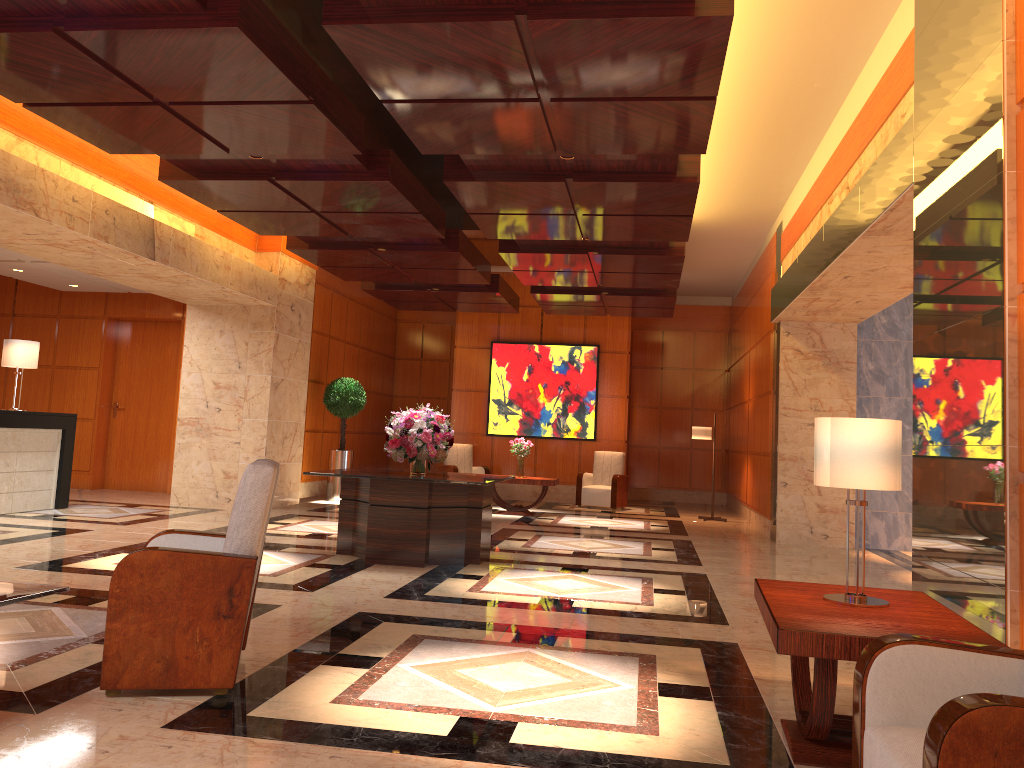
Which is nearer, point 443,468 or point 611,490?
point 611,490

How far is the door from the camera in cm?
1392

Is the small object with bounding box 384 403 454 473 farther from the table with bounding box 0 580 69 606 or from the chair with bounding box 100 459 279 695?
the table with bounding box 0 580 69 606

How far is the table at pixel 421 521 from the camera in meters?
7.5 m

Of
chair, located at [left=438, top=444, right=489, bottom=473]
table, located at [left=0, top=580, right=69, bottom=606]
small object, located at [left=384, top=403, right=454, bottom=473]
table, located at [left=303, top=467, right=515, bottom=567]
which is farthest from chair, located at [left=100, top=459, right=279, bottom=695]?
chair, located at [left=438, top=444, right=489, bottom=473]

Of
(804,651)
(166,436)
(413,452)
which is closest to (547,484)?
(413,452)

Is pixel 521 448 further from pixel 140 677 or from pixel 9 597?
pixel 9 597

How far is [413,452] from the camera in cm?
800

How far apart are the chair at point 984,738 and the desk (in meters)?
9.60

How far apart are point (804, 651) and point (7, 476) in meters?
9.5
